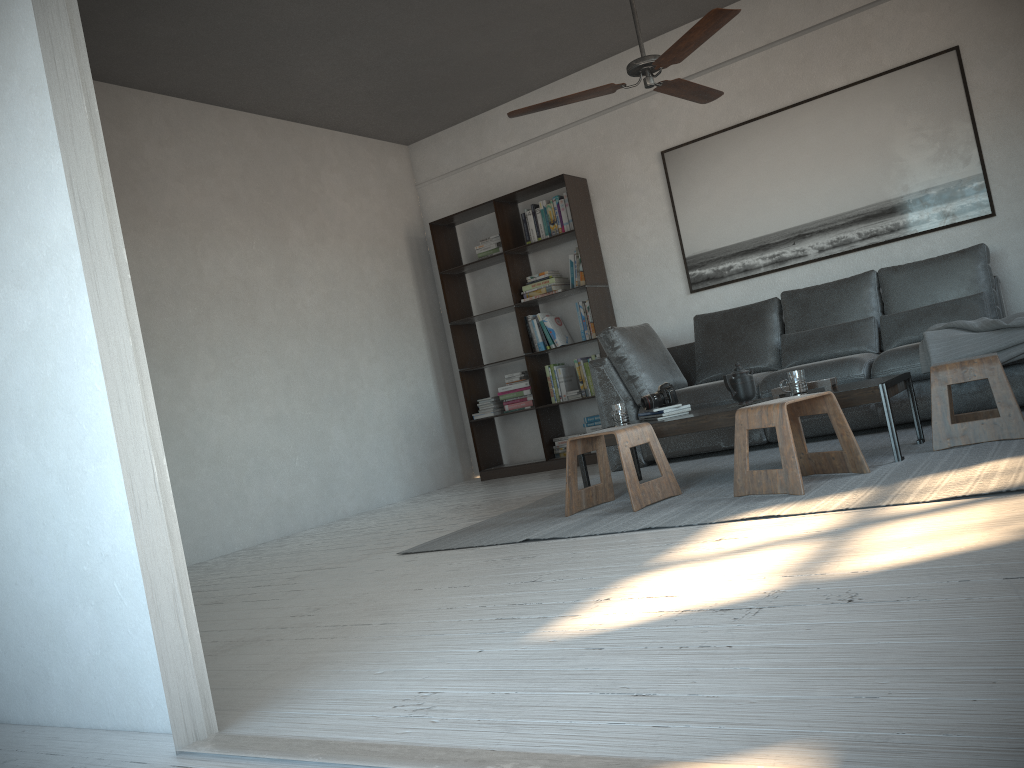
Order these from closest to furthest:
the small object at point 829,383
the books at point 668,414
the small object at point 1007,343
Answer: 1. the small object at point 829,383
2. the small object at point 1007,343
3. the books at point 668,414

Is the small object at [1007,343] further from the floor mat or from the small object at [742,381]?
the small object at [742,381]

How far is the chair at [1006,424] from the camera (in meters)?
3.51

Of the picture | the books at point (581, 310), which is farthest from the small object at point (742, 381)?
the books at point (581, 310)

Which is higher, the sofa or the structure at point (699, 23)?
the structure at point (699, 23)

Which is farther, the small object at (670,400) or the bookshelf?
the bookshelf

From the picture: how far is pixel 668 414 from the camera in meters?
4.3

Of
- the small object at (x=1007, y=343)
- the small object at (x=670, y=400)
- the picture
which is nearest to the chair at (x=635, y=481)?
the small object at (x=670, y=400)

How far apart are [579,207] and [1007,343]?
3.1m

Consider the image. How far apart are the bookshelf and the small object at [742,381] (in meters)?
2.28
